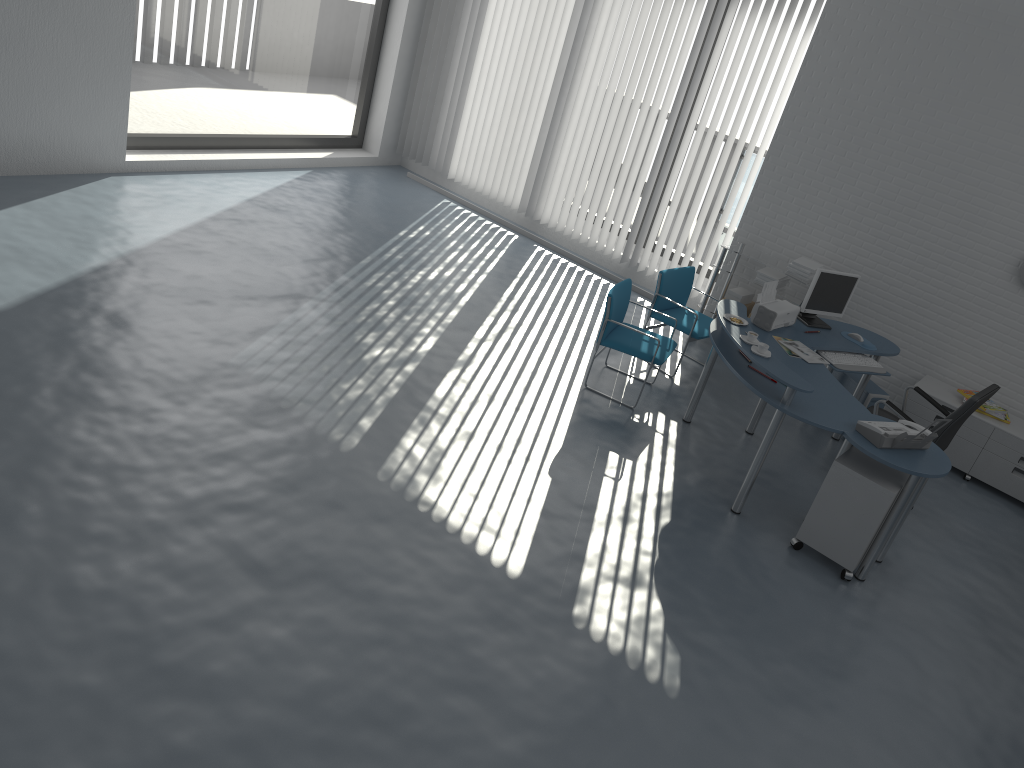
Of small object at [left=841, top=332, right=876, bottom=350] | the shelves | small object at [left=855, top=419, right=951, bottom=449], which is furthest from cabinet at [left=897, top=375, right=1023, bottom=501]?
small object at [left=855, top=419, right=951, bottom=449]

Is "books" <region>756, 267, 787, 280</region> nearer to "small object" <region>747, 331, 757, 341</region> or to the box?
the box

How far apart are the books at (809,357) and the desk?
0.1m

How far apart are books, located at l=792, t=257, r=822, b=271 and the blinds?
0.9 meters

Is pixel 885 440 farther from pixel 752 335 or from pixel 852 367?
pixel 852 367

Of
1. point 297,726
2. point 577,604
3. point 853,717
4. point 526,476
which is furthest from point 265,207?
point 853,717

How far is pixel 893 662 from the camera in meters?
4.4

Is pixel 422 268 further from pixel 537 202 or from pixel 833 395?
pixel 833 395

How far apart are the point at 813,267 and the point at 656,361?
1.9m

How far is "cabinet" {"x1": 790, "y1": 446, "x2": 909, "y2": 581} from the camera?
4.74m
